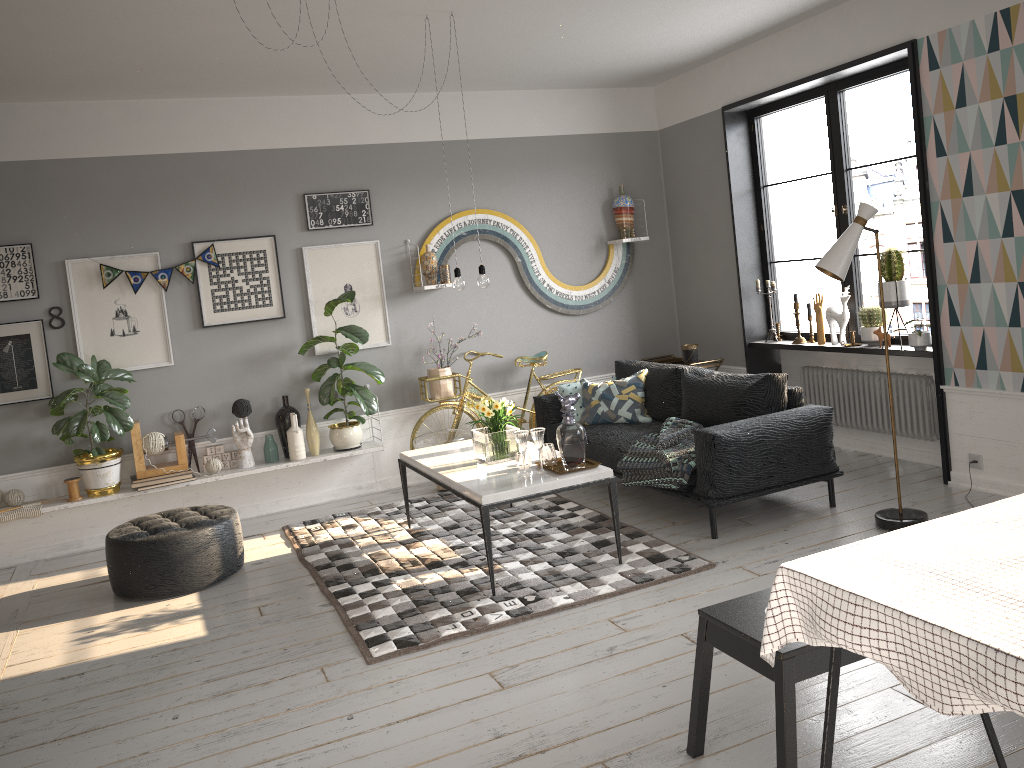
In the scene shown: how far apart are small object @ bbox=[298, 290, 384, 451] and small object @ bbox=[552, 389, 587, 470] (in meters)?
2.17

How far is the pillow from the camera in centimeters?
615cm

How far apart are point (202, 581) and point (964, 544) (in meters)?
4.00

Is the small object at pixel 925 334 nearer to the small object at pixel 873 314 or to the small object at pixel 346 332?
the small object at pixel 873 314

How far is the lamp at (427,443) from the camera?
6.4m

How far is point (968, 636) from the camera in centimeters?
166cm

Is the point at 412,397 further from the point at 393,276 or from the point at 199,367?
the point at 199,367

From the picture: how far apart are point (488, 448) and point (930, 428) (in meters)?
2.93

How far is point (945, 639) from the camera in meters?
1.7

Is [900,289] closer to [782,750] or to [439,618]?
[439,618]
